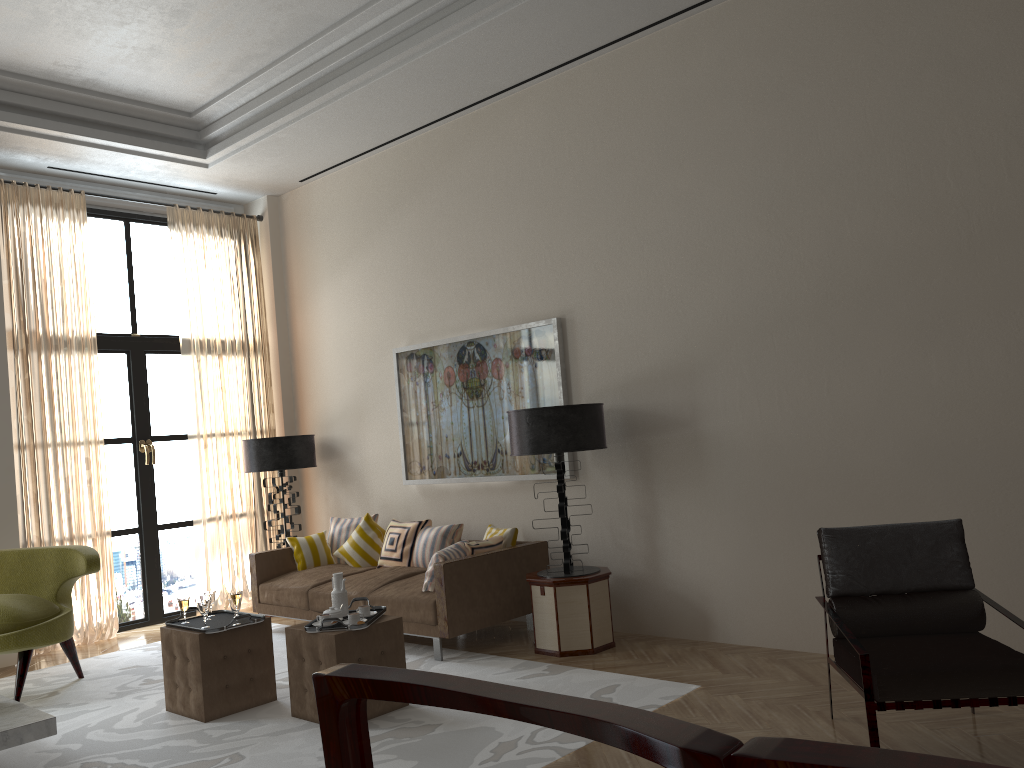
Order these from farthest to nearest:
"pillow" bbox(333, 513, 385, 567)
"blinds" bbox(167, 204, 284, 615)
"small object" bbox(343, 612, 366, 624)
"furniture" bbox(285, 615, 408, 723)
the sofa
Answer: "blinds" bbox(167, 204, 284, 615) < "pillow" bbox(333, 513, 385, 567) < the sofa < "small object" bbox(343, 612, 366, 624) < "furniture" bbox(285, 615, 408, 723)

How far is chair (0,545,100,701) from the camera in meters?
6.9

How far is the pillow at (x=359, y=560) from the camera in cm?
920

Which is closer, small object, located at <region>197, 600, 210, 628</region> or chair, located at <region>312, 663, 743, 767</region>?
chair, located at <region>312, 663, 743, 767</region>

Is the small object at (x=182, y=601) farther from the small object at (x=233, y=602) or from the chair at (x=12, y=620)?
the chair at (x=12, y=620)

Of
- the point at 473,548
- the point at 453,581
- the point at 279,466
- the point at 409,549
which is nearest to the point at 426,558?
the point at 409,549

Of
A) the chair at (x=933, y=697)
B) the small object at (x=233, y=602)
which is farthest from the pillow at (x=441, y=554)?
the chair at (x=933, y=697)

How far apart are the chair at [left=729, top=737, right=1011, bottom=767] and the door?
10.2 meters

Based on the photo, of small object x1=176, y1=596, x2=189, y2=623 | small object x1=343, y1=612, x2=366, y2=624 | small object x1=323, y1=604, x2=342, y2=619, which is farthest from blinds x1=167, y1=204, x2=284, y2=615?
small object x1=343, y1=612, x2=366, y2=624

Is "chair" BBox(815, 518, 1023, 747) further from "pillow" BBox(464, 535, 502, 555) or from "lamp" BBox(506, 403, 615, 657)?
"pillow" BBox(464, 535, 502, 555)
